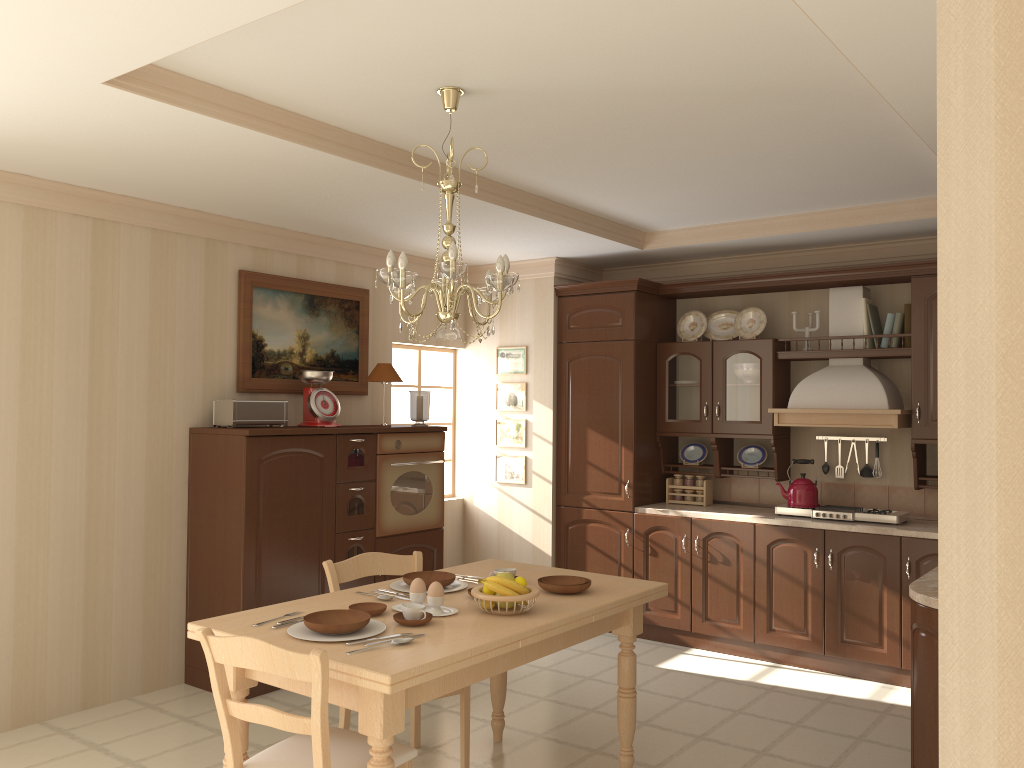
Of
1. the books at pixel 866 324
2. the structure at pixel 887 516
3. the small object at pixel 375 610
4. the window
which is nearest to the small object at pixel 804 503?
the structure at pixel 887 516

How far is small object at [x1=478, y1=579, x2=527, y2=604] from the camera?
2.93m

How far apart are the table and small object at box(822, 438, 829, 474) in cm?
247

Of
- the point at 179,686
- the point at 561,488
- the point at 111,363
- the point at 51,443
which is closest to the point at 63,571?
the point at 51,443

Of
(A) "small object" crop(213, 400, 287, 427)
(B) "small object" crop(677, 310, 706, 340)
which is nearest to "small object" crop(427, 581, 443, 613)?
(A) "small object" crop(213, 400, 287, 427)

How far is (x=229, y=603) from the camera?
4.5m

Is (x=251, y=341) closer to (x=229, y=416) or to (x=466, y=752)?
(x=229, y=416)

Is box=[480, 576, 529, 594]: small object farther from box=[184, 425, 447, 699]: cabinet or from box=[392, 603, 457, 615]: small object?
box=[184, 425, 447, 699]: cabinet

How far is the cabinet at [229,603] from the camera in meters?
4.5 m

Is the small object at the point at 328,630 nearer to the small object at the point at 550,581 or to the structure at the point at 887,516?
the small object at the point at 550,581
